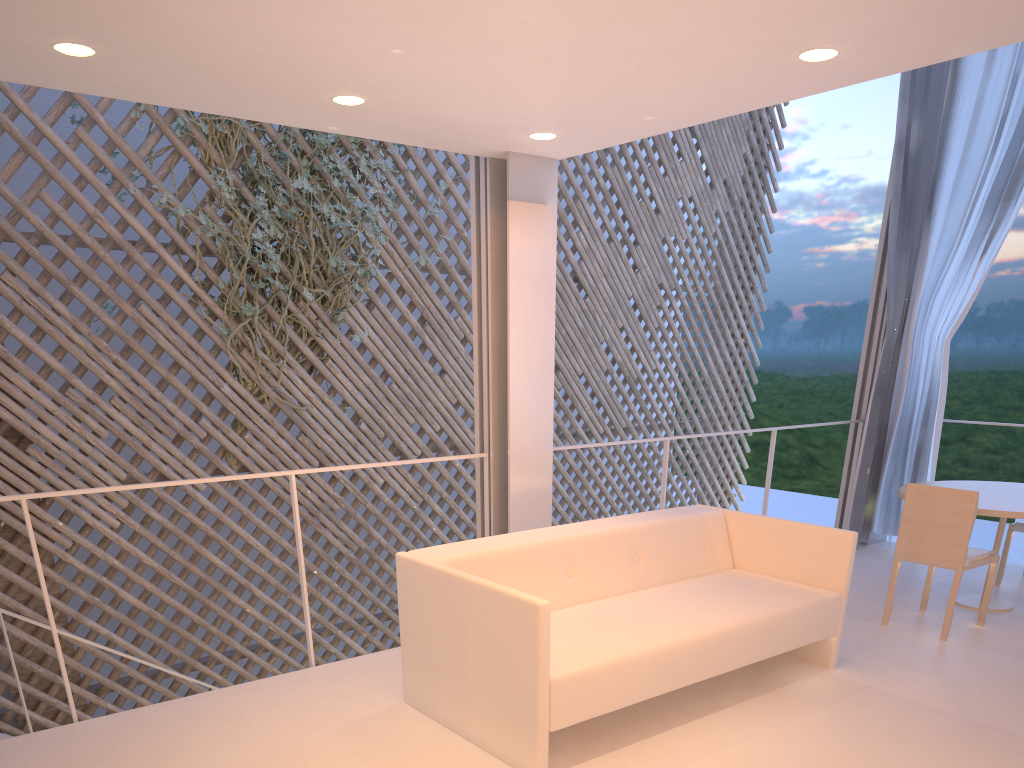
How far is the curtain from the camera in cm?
306

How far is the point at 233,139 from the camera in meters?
3.3 m

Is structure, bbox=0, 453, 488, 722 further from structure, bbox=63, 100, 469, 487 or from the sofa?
structure, bbox=63, 100, 469, 487

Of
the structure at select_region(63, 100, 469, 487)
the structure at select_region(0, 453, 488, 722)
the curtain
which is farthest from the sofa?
the structure at select_region(63, 100, 469, 487)

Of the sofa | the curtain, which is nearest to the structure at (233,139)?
the sofa

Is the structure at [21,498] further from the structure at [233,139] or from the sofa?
the structure at [233,139]

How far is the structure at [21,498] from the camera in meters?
1.6

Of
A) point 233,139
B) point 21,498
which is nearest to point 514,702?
point 21,498

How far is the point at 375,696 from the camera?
1.83m

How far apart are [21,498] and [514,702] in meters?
1.1
